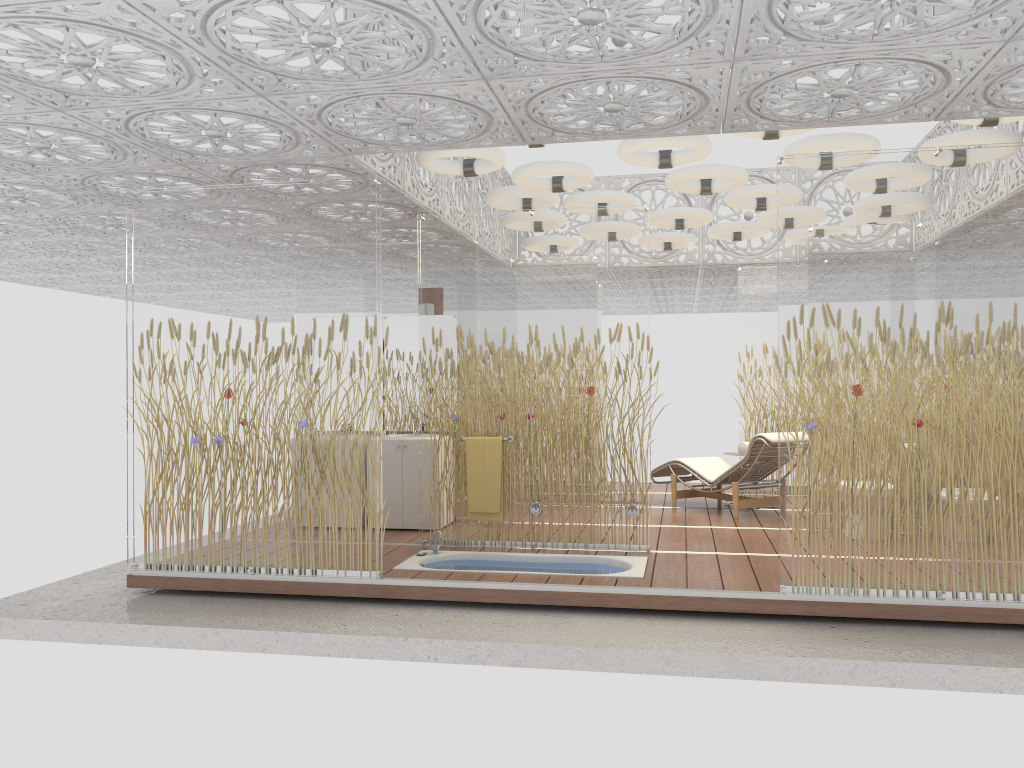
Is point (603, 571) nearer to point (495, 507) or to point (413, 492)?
point (495, 507)

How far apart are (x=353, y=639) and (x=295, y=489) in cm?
122

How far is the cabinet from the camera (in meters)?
7.70

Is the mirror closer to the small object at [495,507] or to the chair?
the small object at [495,507]

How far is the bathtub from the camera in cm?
616

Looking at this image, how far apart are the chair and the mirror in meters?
2.7

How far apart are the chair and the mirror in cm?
273

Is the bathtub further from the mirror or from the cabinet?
the mirror

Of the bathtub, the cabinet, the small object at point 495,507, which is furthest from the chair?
the cabinet

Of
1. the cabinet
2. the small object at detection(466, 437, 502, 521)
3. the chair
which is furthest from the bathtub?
the chair
